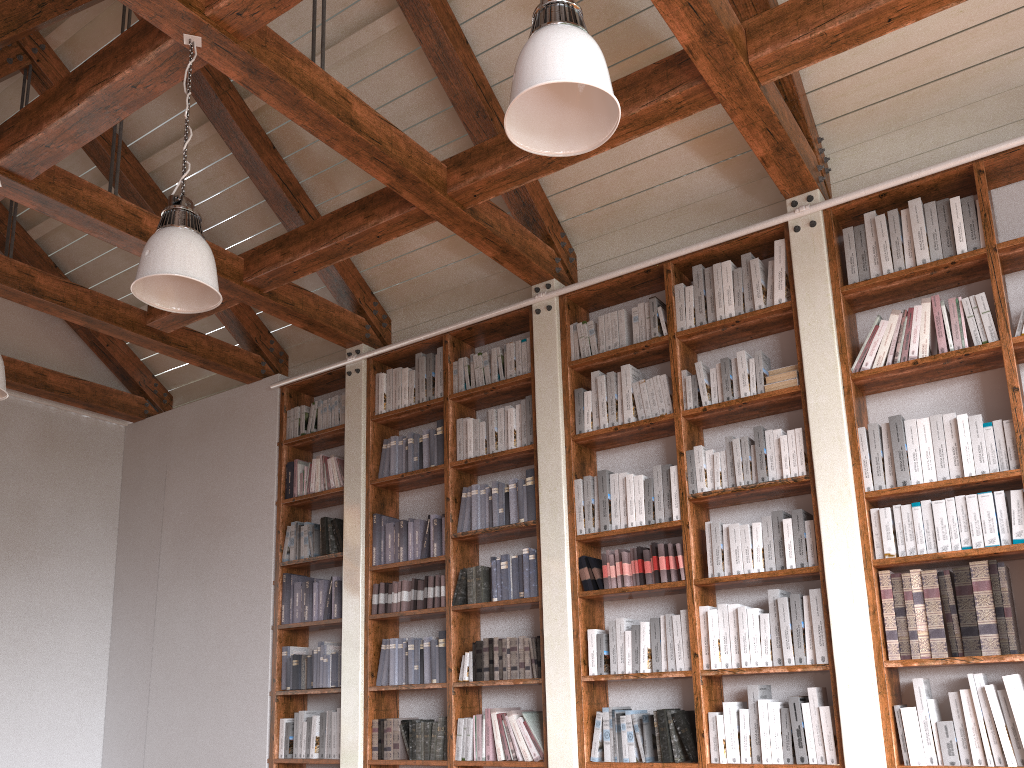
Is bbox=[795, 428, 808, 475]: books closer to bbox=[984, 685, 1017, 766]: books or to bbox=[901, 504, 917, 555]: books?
bbox=[901, 504, 917, 555]: books

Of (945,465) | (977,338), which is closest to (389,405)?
(945,465)

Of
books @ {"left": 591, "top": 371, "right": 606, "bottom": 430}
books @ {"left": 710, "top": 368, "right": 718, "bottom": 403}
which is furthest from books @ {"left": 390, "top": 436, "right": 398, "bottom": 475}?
books @ {"left": 710, "top": 368, "right": 718, "bottom": 403}

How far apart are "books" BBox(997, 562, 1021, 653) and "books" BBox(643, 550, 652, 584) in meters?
1.5

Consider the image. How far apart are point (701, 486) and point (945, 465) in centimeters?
110cm

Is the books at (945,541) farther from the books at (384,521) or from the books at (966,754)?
the books at (384,521)

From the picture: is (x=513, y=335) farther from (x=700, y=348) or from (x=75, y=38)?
(x=75, y=38)

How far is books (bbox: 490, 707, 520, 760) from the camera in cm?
458

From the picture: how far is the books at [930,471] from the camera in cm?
381

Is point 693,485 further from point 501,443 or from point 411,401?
point 411,401
